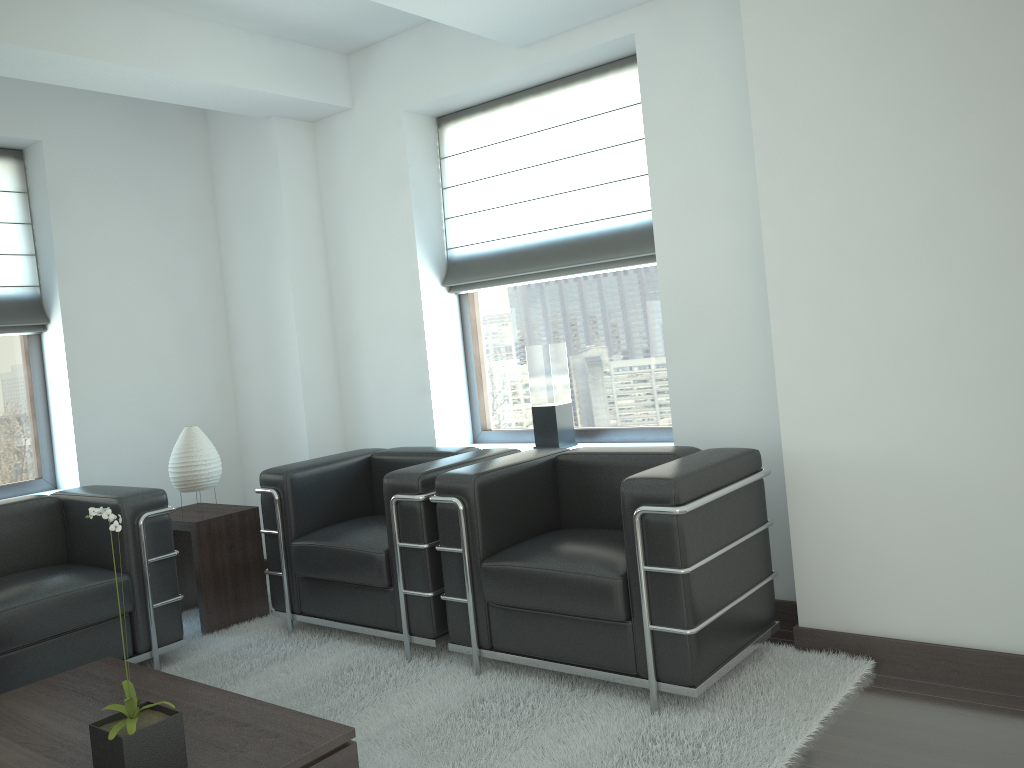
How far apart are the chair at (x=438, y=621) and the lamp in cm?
59

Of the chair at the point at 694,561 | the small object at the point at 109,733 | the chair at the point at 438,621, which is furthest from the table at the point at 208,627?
the small object at the point at 109,733

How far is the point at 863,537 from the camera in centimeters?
468cm

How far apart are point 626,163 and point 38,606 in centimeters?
→ 462cm

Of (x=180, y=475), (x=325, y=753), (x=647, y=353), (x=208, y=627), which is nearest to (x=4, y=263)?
(x=180, y=475)

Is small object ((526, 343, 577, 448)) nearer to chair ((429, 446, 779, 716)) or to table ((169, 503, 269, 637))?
chair ((429, 446, 779, 716))

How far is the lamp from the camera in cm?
641

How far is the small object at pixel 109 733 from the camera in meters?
3.1 m

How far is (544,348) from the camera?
6.48m

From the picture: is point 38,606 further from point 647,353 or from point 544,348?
point 647,353
